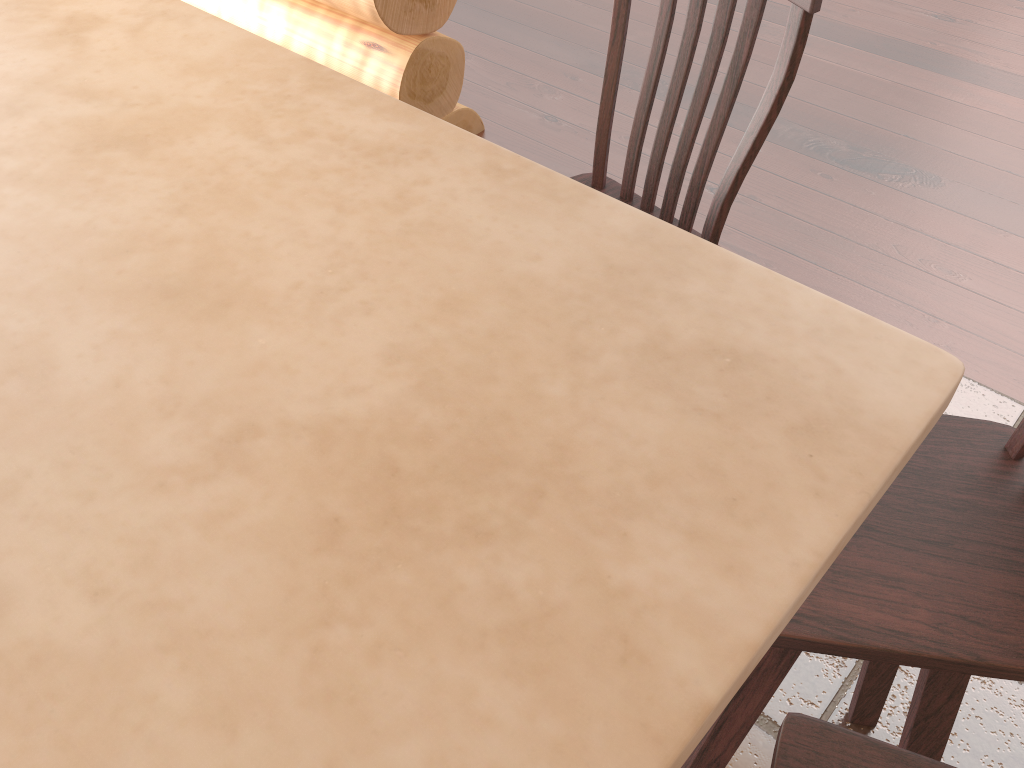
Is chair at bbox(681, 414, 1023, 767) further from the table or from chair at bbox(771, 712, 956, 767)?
the table

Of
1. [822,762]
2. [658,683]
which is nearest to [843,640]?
[822,762]

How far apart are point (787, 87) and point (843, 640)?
0.8 meters

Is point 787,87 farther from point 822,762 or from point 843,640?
point 822,762

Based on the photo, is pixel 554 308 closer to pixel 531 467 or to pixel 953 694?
pixel 531 467

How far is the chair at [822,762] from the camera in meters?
0.9

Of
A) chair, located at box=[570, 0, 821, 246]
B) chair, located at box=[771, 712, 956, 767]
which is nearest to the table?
chair, located at box=[771, 712, 956, 767]

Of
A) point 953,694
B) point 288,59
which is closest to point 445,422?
point 288,59

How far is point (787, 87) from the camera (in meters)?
1.30

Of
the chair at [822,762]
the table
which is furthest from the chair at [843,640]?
the table
